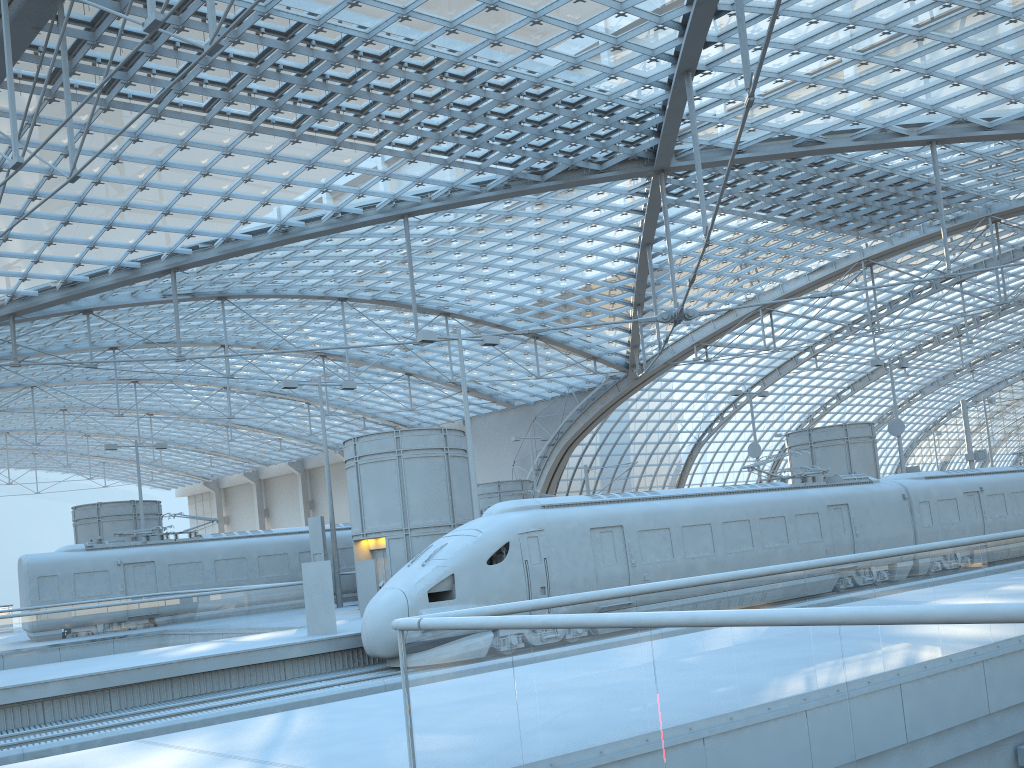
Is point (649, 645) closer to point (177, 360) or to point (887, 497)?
point (887, 497)

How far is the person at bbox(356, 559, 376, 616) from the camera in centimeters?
2396cm

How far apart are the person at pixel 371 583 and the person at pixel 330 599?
4.3m

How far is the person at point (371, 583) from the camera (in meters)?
23.96

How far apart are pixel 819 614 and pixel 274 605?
19.9m

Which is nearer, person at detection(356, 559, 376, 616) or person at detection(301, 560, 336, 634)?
person at detection(301, 560, 336, 634)

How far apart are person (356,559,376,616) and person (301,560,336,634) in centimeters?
428cm

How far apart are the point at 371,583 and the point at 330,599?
4.57m
